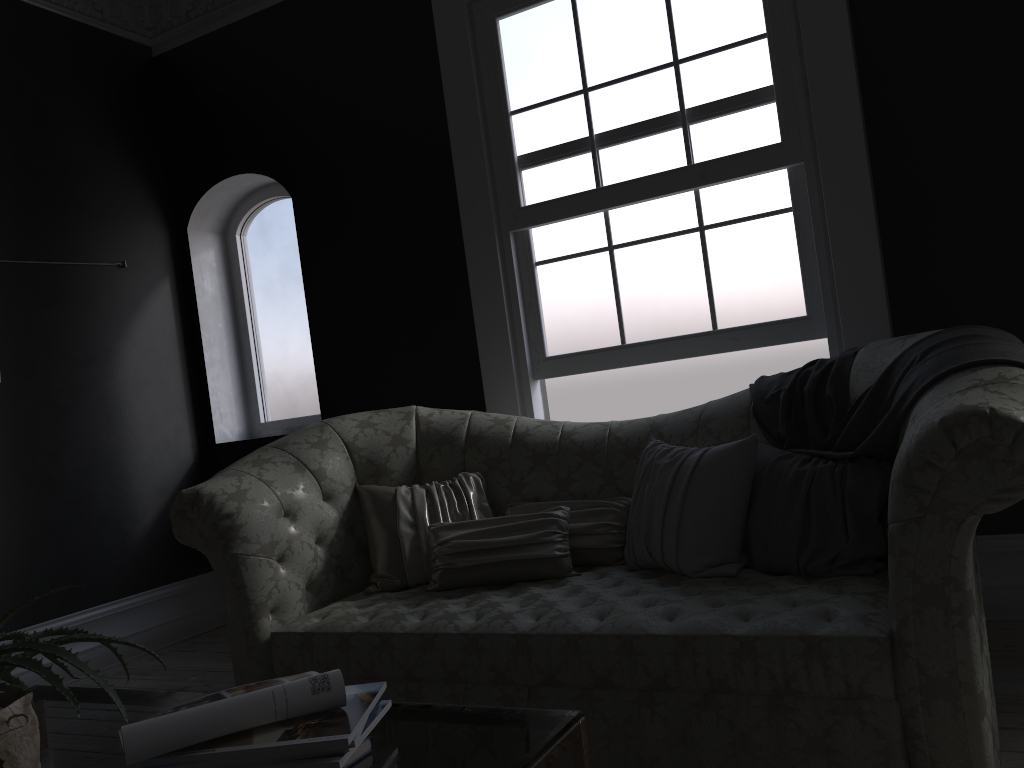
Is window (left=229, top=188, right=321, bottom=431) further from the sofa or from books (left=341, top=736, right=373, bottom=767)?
books (left=341, top=736, right=373, bottom=767)

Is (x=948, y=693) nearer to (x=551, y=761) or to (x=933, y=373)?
(x=933, y=373)

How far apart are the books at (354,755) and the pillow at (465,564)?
1.7m

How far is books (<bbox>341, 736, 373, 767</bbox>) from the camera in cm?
137

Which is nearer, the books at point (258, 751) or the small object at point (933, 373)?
the books at point (258, 751)

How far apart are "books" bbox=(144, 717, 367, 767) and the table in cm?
10

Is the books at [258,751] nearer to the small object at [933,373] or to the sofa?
the sofa

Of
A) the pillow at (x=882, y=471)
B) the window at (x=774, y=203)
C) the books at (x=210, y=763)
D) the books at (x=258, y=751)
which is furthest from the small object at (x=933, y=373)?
the books at (x=210, y=763)

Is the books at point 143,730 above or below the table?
above

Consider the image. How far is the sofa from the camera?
2.0m
